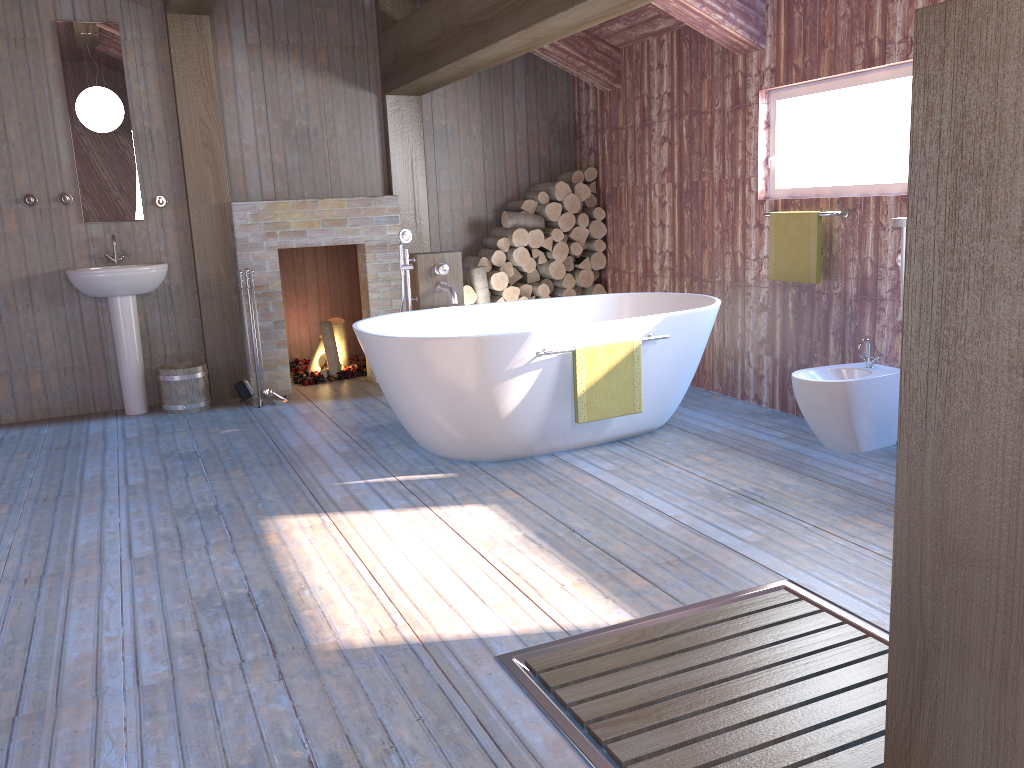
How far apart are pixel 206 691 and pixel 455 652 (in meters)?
0.66

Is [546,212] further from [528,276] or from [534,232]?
[528,276]

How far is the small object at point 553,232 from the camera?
6.37m

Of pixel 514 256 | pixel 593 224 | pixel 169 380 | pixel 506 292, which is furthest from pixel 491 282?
pixel 169 380

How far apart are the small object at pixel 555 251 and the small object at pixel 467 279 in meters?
0.6 m

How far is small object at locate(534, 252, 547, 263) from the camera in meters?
6.5 m

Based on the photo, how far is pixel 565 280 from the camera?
6.52m

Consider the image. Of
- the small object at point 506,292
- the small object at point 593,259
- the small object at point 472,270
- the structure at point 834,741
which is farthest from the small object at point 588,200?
the structure at point 834,741

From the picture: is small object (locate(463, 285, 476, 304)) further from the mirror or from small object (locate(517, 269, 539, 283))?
the mirror

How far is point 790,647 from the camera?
2.4m
